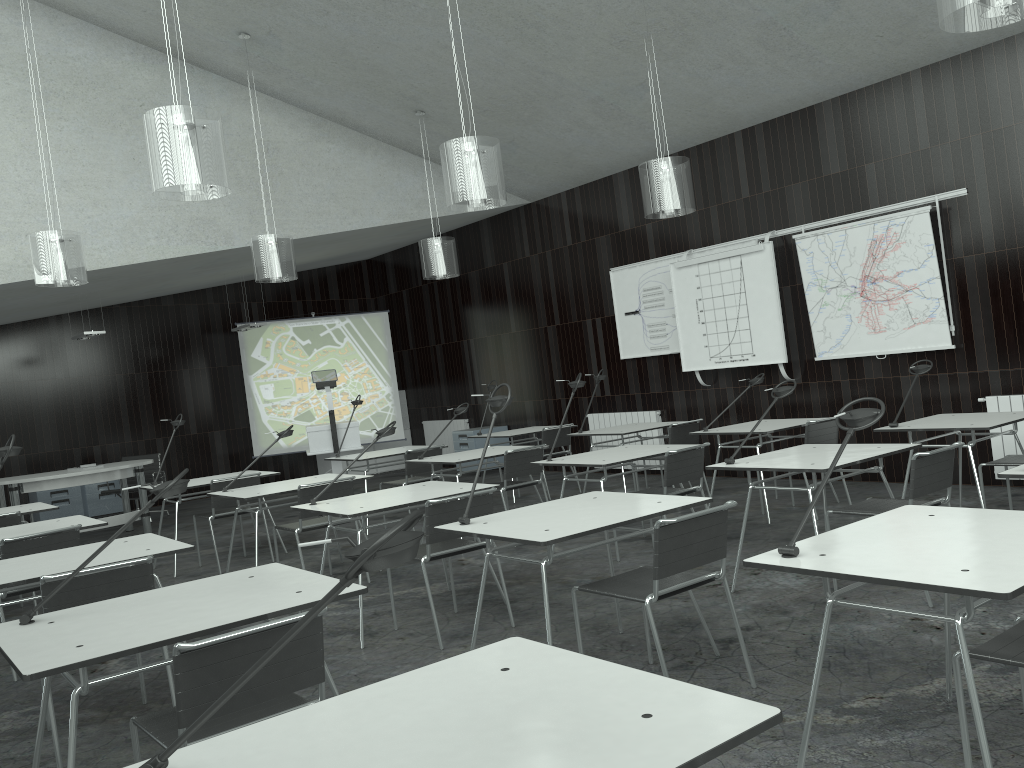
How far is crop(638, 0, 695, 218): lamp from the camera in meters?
6.1 m

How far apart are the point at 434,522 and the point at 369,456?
3.67m

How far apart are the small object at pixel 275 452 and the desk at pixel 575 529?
8.4m

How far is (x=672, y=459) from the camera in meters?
5.2 m

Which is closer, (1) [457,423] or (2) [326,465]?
(1) [457,423]

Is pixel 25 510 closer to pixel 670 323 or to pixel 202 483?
pixel 202 483

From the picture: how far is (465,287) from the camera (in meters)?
11.84

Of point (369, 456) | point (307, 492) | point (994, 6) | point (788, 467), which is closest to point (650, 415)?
point (369, 456)

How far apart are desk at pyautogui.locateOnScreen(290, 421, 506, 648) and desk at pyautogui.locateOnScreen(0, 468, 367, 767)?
1.1m

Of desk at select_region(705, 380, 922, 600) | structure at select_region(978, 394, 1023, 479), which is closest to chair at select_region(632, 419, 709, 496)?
structure at select_region(978, 394, 1023, 479)
